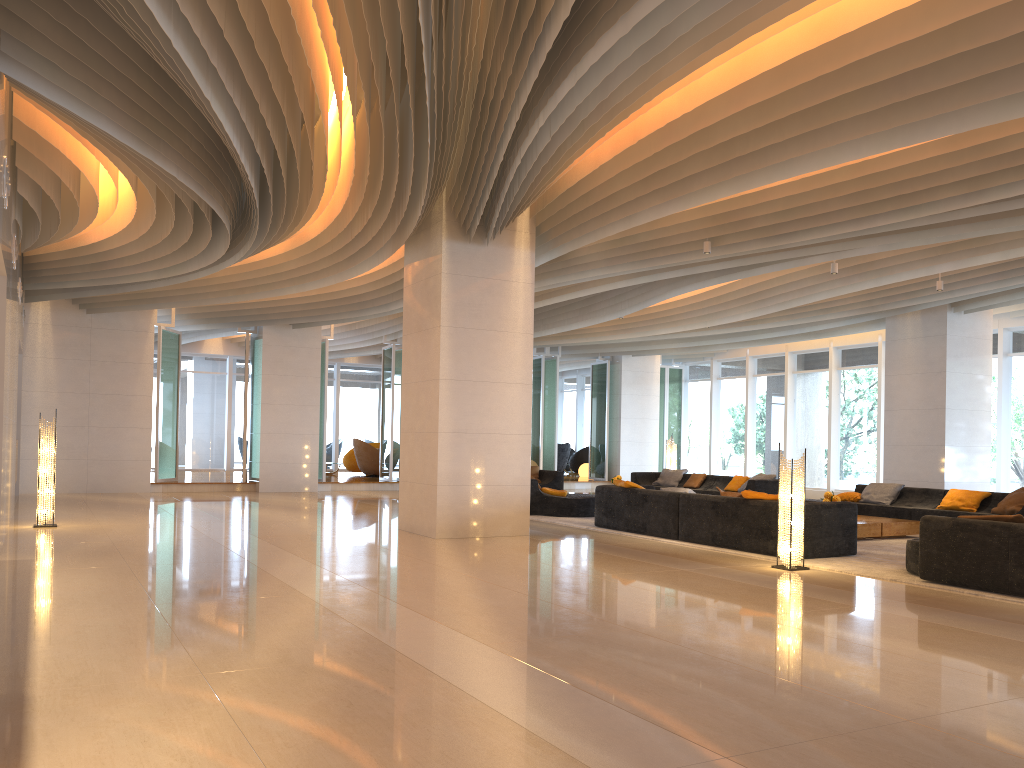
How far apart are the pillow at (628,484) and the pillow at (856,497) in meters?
4.3

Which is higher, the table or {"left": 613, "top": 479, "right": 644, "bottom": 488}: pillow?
{"left": 613, "top": 479, "right": 644, "bottom": 488}: pillow

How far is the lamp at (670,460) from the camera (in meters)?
19.62

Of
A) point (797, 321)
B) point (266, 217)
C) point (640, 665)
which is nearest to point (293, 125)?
point (266, 217)

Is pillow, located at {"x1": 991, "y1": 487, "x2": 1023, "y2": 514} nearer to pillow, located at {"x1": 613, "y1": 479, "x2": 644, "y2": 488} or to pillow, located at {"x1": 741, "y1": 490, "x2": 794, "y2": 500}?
pillow, located at {"x1": 741, "y1": 490, "x2": 794, "y2": 500}

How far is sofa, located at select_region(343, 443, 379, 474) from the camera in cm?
2445

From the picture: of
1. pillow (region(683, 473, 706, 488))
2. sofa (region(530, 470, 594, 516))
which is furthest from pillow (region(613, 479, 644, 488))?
pillow (region(683, 473, 706, 488))

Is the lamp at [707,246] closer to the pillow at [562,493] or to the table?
the table

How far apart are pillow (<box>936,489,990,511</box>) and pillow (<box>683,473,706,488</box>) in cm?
563

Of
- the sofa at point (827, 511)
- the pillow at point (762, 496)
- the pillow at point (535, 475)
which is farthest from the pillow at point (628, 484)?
the pillow at point (535, 475)
